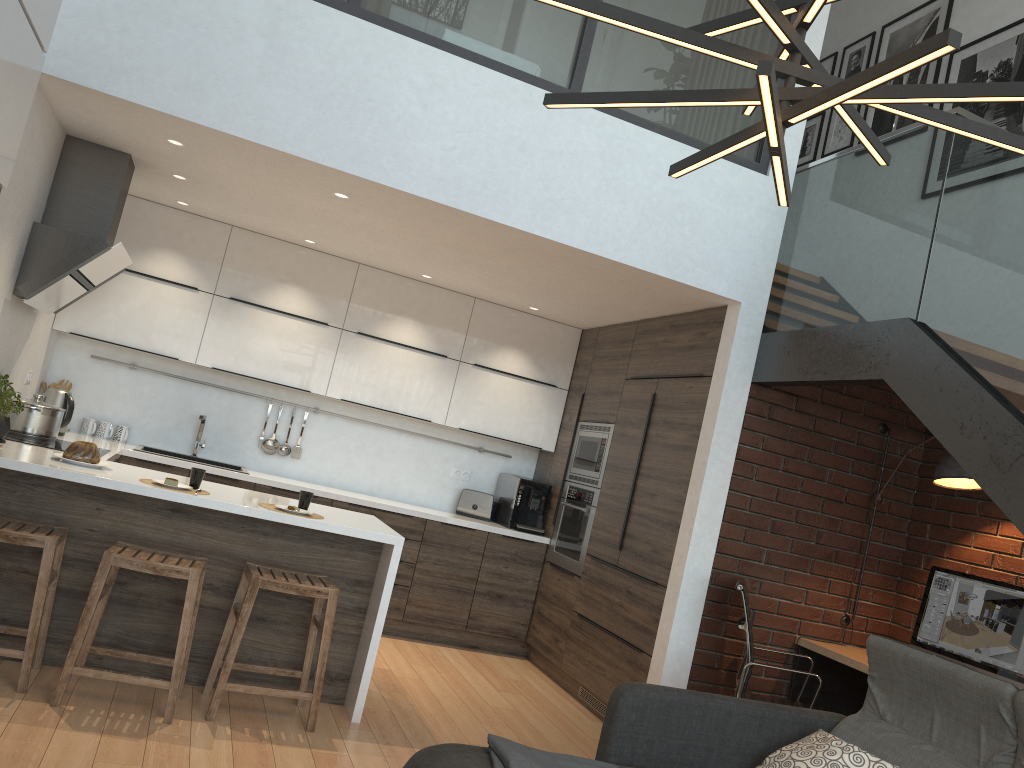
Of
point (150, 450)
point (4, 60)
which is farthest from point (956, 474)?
point (150, 450)

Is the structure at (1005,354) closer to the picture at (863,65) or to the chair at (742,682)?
the chair at (742,682)

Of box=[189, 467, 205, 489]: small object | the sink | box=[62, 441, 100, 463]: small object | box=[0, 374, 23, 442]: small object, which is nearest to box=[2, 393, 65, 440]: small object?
box=[0, 374, 23, 442]: small object

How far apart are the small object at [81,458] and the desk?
3.6 meters

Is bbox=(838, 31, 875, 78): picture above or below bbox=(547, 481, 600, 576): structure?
above

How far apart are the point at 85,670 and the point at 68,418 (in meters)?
2.19

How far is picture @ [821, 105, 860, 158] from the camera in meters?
6.5 m

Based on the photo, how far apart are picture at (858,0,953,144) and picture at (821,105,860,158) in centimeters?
16cm

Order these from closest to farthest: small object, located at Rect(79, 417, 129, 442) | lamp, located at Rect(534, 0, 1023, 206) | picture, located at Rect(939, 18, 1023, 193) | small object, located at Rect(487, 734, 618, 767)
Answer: lamp, located at Rect(534, 0, 1023, 206) < small object, located at Rect(487, 734, 618, 767) < picture, located at Rect(939, 18, 1023, 193) < small object, located at Rect(79, 417, 129, 442)

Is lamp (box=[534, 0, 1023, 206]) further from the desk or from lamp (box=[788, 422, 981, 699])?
the desk
